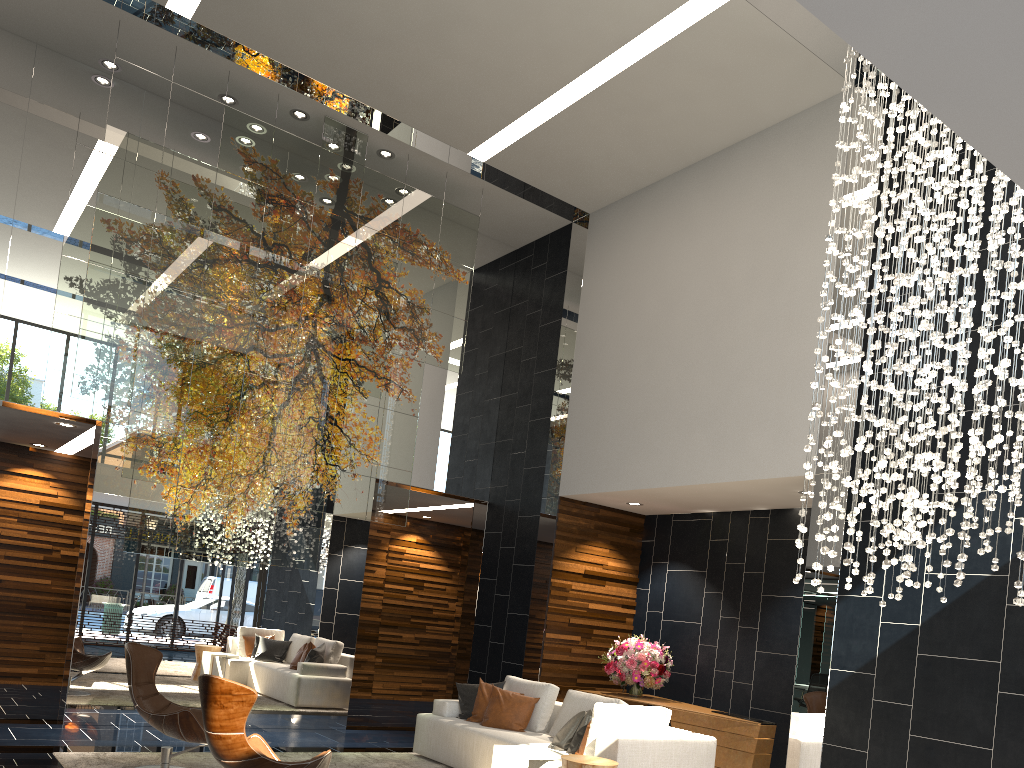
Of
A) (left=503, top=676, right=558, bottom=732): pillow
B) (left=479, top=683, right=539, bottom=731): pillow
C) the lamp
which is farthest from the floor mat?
the lamp

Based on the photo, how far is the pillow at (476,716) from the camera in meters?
7.5 m

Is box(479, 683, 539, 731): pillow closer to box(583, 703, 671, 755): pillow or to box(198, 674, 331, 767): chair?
box(583, 703, 671, 755): pillow

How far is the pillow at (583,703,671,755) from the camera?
5.9m

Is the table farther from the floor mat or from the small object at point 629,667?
the small object at point 629,667

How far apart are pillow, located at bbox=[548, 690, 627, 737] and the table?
0.9 meters

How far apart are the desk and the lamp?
2.5 meters

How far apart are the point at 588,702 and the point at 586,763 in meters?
1.6

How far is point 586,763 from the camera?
5.30m

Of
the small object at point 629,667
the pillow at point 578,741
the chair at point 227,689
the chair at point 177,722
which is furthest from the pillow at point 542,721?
the chair at point 227,689
